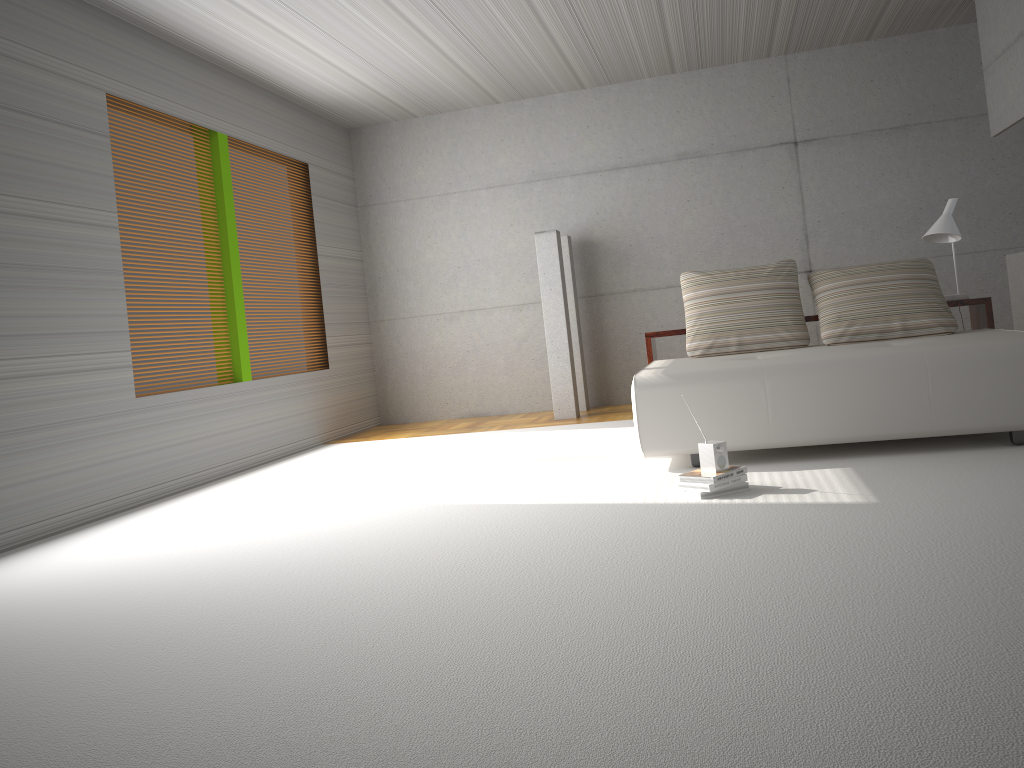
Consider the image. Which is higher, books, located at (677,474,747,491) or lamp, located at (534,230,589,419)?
lamp, located at (534,230,589,419)

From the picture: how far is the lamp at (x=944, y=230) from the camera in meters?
5.9

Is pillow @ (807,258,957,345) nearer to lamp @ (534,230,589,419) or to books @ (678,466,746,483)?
books @ (678,466,746,483)

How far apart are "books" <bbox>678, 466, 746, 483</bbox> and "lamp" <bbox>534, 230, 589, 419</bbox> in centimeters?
383cm

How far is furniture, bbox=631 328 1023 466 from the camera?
4.3 meters

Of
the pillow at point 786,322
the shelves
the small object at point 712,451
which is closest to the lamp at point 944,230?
the shelves

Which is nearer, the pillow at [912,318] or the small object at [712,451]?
the small object at [712,451]

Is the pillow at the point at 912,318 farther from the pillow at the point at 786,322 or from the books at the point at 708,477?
the books at the point at 708,477

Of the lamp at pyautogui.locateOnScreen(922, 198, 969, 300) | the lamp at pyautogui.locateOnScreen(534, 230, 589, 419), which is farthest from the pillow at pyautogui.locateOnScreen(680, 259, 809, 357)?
the lamp at pyautogui.locateOnScreen(534, 230, 589, 419)

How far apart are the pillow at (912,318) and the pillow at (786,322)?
0.12m
